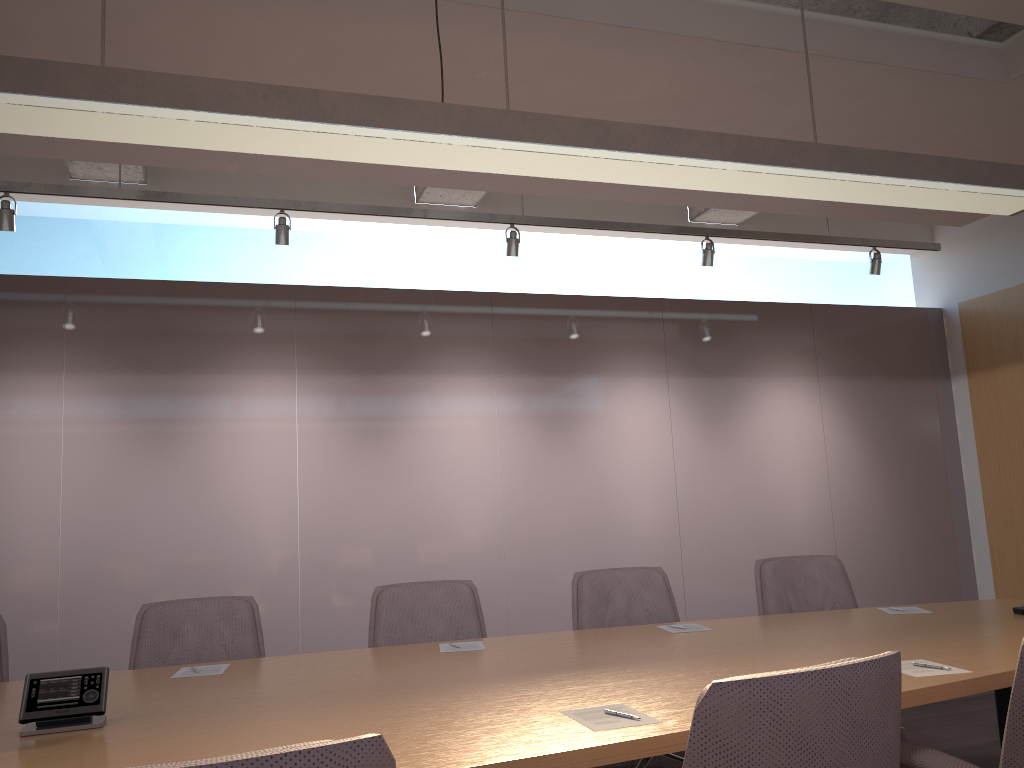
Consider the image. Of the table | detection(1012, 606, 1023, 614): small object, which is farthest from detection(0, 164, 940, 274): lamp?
detection(1012, 606, 1023, 614): small object

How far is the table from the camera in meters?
1.9 m

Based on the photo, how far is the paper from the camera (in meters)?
2.01

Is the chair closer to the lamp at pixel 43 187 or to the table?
the table

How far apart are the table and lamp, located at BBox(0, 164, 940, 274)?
2.9 meters

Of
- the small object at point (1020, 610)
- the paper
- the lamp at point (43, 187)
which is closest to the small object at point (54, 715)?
the paper

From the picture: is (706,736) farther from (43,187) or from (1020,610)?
(43,187)

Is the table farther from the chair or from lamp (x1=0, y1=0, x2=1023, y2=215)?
lamp (x1=0, y1=0, x2=1023, y2=215)

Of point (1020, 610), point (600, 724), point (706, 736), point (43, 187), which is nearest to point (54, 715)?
point (600, 724)

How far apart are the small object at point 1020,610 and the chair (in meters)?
1.02
